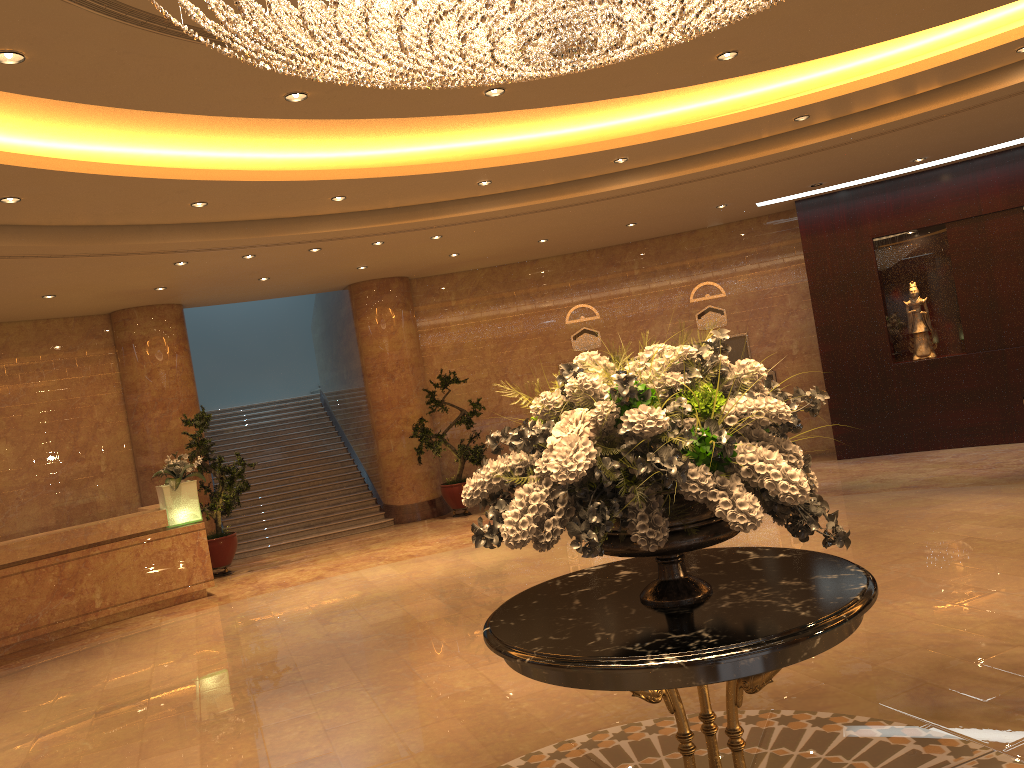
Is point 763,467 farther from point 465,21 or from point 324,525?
point 324,525

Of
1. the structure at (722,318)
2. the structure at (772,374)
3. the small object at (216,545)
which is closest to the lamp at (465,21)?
the small object at (216,545)

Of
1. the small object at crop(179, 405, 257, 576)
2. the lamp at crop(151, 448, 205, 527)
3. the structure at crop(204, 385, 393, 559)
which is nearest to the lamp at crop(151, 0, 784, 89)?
the lamp at crop(151, 448, 205, 527)

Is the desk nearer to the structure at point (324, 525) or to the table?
the structure at point (324, 525)

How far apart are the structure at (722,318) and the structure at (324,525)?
6.1 meters

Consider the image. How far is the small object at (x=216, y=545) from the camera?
12.0m

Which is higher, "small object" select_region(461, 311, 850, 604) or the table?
"small object" select_region(461, 311, 850, 604)

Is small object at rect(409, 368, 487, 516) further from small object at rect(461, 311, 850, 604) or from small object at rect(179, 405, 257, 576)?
small object at rect(461, 311, 850, 604)

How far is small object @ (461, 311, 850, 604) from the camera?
2.87m

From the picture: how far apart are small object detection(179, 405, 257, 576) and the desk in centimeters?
104cm
